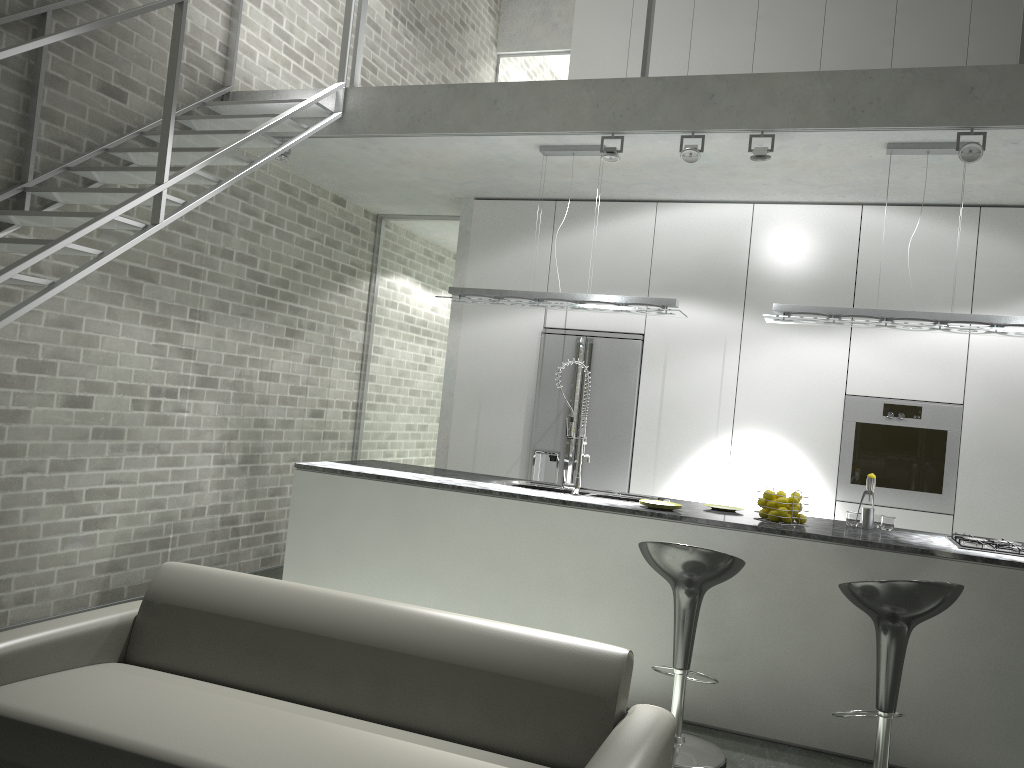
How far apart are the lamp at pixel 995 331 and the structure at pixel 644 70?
0.5m

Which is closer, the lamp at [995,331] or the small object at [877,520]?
the lamp at [995,331]

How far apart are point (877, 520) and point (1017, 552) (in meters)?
0.73

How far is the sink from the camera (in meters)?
4.79

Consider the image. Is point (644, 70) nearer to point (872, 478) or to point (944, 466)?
point (872, 478)

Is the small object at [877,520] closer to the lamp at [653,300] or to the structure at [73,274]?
the lamp at [653,300]

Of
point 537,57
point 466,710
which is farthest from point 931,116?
point 537,57

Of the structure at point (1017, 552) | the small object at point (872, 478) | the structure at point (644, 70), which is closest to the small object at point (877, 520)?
the small object at point (872, 478)

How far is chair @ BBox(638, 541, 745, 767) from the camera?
3.63m

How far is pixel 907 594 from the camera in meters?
3.3
